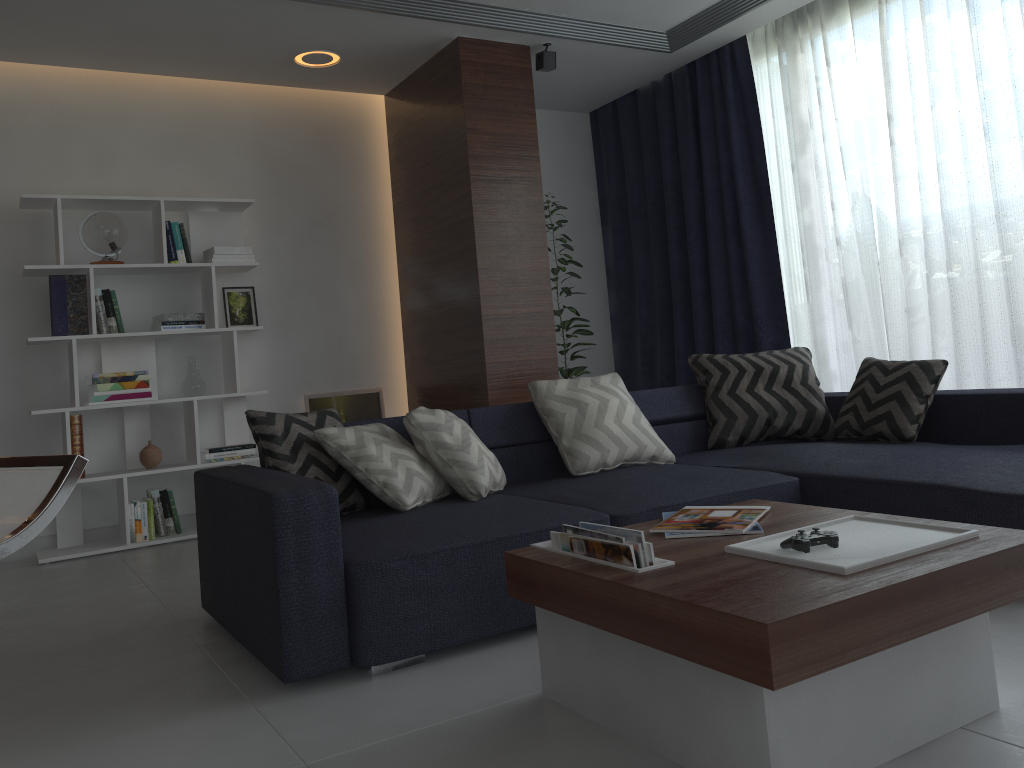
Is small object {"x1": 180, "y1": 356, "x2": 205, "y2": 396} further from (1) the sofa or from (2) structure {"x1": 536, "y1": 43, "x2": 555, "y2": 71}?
(2) structure {"x1": 536, "y1": 43, "x2": 555, "y2": 71}

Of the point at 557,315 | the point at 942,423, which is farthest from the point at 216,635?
the point at 557,315

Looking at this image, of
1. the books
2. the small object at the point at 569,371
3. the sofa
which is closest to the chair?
the books

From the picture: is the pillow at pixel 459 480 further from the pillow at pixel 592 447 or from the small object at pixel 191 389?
the small object at pixel 191 389

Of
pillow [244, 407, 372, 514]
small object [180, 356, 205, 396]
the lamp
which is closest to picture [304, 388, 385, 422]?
small object [180, 356, 205, 396]

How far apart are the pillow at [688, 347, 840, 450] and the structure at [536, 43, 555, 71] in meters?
1.9

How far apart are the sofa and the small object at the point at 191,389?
1.9 meters

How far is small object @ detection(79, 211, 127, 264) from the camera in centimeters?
450cm

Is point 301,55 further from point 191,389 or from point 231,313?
→ point 191,389

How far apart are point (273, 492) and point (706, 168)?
3.9m
